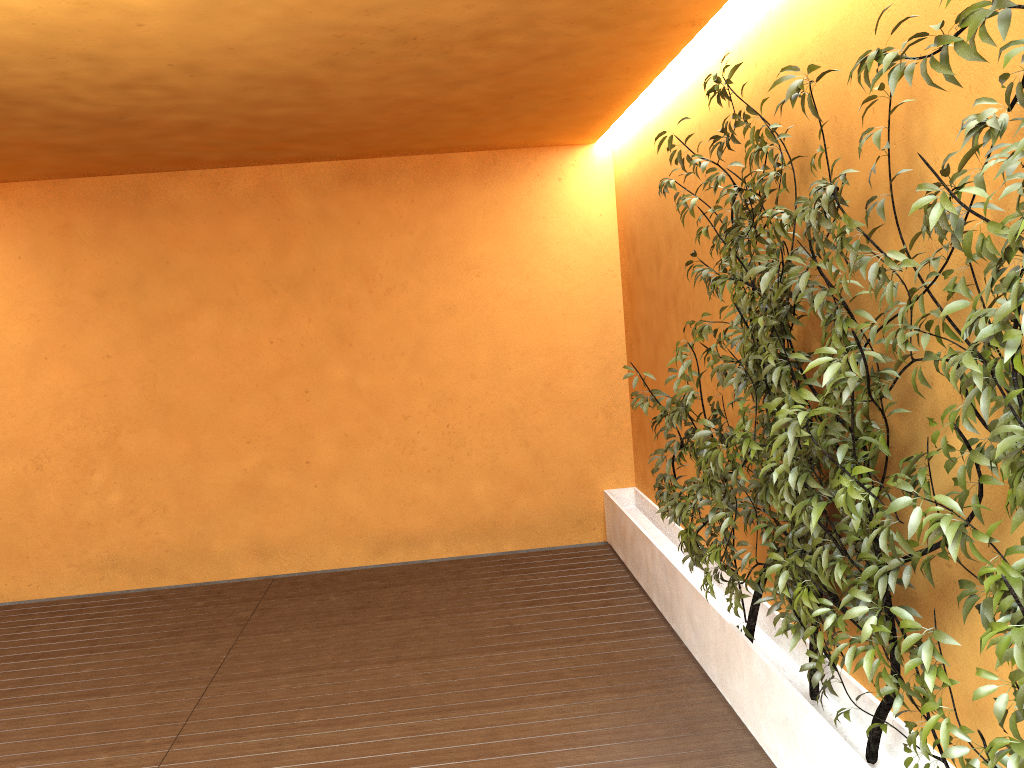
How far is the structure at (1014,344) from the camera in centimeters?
181cm

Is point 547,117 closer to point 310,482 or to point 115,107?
point 115,107

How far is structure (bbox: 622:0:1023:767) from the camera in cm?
181

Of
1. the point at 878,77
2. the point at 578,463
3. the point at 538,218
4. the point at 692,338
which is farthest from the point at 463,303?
the point at 878,77

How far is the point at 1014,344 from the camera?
1.81m
